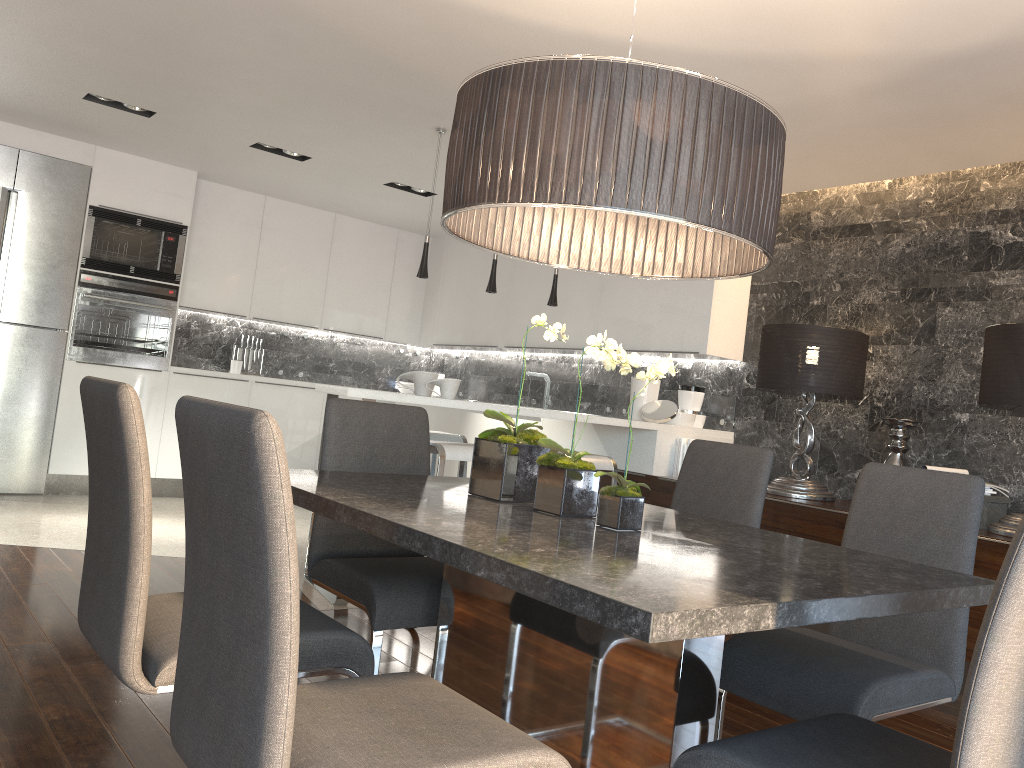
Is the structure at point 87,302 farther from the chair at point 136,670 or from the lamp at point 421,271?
the chair at point 136,670

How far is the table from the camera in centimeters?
129cm

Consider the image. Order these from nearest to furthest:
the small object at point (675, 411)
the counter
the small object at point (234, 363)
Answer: the counter → the small object at point (675, 411) → the small object at point (234, 363)

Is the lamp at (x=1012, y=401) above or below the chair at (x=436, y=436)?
above

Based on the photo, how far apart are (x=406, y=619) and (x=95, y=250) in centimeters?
525cm

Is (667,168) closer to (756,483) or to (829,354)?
(756,483)

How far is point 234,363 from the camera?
7.5m

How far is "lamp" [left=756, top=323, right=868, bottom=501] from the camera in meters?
4.5 m

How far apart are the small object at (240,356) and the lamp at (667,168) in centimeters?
568cm

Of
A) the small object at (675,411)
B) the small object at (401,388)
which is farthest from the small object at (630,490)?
the small object at (401,388)
